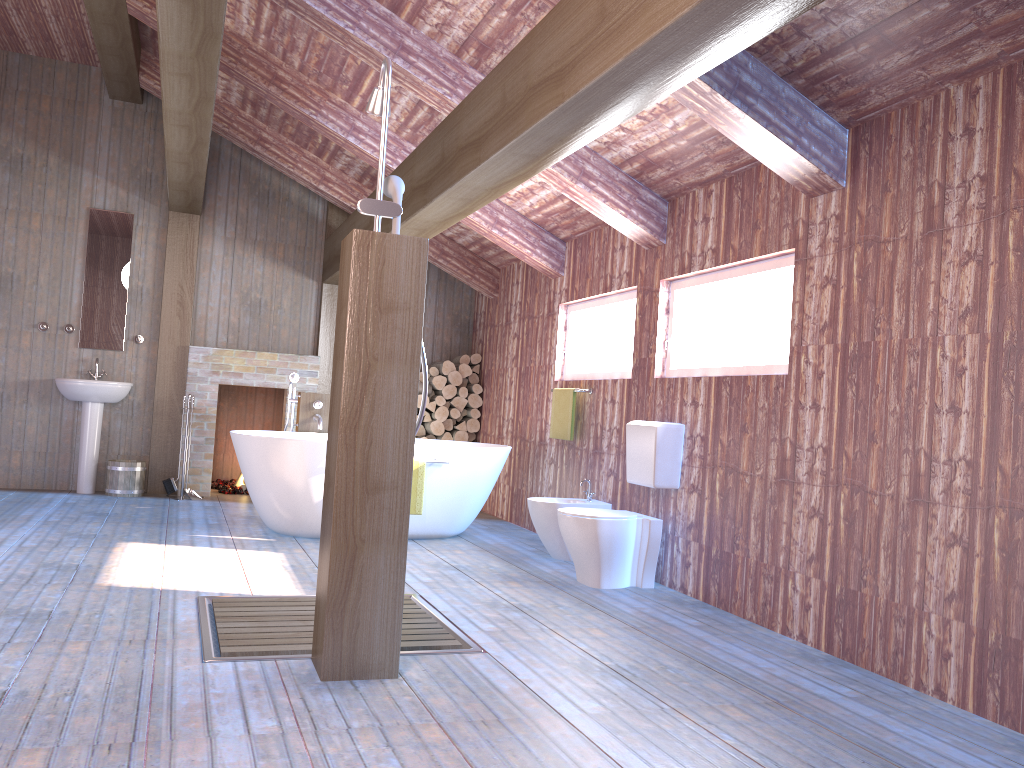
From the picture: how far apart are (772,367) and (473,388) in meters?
4.3

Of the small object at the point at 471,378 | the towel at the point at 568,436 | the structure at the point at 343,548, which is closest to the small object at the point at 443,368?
the small object at the point at 471,378

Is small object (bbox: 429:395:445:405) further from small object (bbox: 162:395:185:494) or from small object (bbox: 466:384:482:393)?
small object (bbox: 162:395:185:494)

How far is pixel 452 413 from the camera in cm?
820

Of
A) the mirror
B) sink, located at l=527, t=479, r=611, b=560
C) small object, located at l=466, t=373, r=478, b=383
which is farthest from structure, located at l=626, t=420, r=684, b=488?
the mirror

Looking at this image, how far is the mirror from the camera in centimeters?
756cm

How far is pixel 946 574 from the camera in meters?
3.1

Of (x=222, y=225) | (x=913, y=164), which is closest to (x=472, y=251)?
(x=222, y=225)

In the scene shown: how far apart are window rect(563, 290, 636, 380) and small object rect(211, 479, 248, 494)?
3.4 meters

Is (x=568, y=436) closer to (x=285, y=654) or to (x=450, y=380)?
(x=450, y=380)
